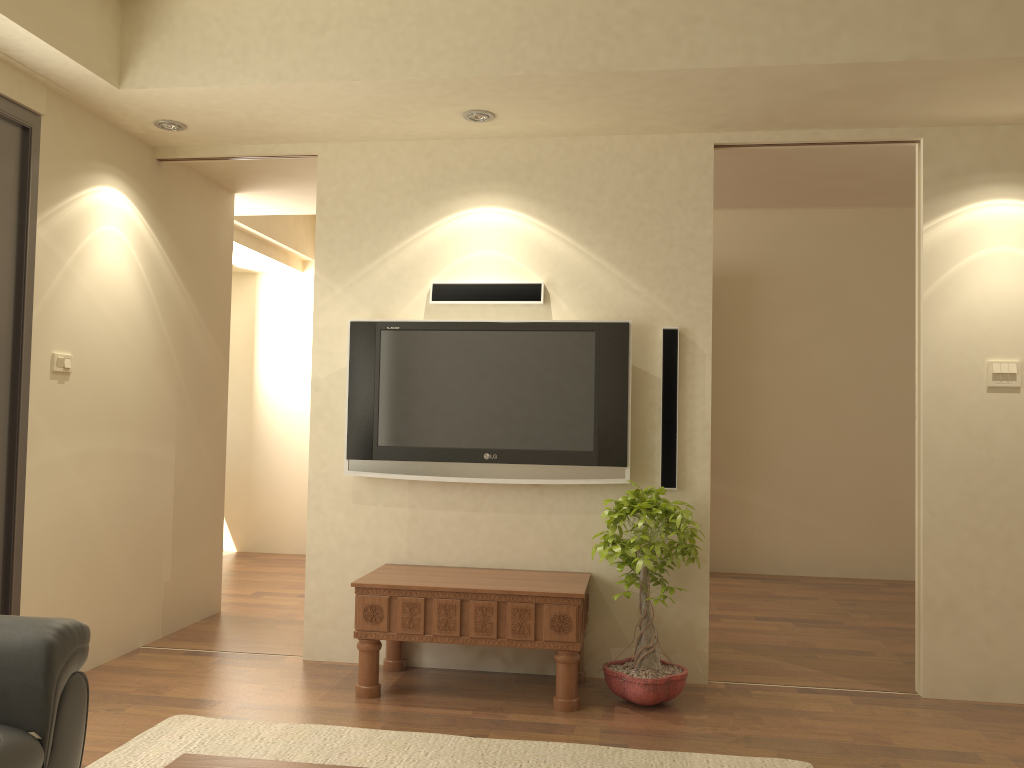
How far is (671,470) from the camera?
4.2m

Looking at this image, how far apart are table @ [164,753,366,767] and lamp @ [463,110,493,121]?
3.0 meters

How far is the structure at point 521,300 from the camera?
4.3m

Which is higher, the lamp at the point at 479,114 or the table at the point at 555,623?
the lamp at the point at 479,114

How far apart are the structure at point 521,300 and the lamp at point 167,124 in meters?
1.4

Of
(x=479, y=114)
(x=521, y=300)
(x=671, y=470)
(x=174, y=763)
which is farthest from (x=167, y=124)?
(x=174, y=763)

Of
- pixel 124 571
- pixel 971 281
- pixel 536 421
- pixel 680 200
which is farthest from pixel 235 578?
pixel 971 281

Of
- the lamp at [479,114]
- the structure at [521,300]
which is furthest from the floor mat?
the lamp at [479,114]

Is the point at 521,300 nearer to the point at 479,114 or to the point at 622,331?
the point at 622,331

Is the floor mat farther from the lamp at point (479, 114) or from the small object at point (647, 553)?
the lamp at point (479, 114)
